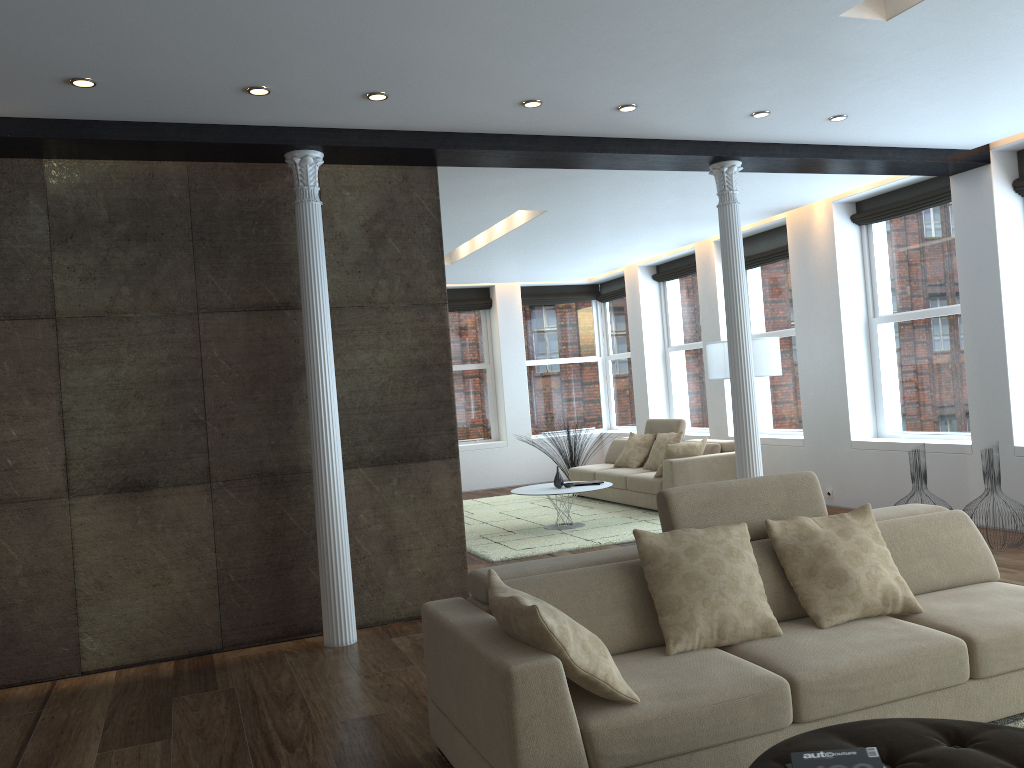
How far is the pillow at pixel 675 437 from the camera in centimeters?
992cm

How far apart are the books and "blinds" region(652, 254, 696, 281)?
9.5m

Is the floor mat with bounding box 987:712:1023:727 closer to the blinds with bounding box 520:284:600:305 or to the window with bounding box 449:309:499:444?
the window with bounding box 449:309:499:444

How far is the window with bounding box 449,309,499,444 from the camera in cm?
1325

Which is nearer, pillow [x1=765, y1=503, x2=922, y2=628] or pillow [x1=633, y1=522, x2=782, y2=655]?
pillow [x1=633, y1=522, x2=782, y2=655]

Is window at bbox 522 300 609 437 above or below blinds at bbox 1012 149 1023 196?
below

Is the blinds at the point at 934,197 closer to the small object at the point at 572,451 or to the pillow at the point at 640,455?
the pillow at the point at 640,455

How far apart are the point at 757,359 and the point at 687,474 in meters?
1.4 m

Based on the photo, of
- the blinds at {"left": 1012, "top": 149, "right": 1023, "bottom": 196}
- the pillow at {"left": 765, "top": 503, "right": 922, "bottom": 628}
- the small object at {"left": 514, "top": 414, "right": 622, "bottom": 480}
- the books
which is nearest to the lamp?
the blinds at {"left": 1012, "top": 149, "right": 1023, "bottom": 196}

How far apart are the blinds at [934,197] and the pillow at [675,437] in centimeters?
291cm
